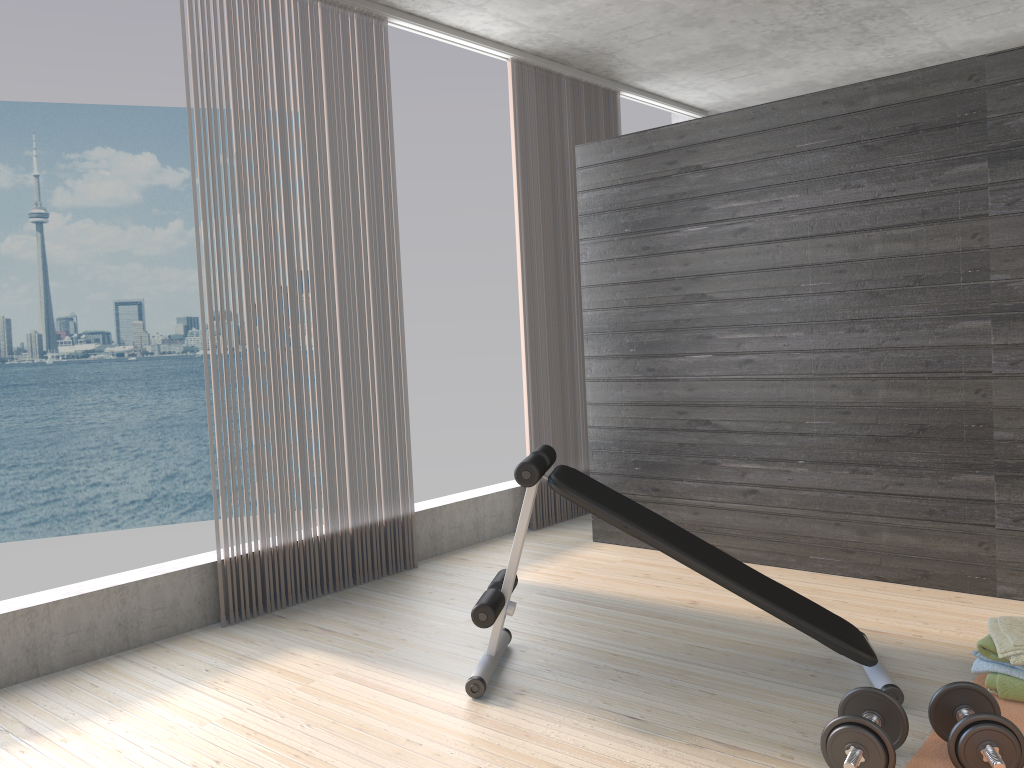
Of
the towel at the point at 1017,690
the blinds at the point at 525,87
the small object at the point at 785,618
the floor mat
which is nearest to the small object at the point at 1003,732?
the floor mat

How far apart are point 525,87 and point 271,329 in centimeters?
228cm

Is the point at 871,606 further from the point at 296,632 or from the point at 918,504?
the point at 296,632

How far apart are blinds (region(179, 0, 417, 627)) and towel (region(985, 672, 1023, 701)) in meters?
2.6 m

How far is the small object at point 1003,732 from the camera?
2.1 meters

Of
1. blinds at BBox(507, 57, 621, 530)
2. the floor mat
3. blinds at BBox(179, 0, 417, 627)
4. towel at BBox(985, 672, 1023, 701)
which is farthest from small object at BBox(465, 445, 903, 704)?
blinds at BBox(507, 57, 621, 530)

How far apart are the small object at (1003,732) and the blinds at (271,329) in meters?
2.6

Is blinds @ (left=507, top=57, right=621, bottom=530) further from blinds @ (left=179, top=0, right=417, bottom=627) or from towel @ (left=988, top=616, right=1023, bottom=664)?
towel @ (left=988, top=616, right=1023, bottom=664)

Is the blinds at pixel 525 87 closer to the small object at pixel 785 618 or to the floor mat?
the small object at pixel 785 618

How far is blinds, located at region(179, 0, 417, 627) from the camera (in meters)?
3.85
